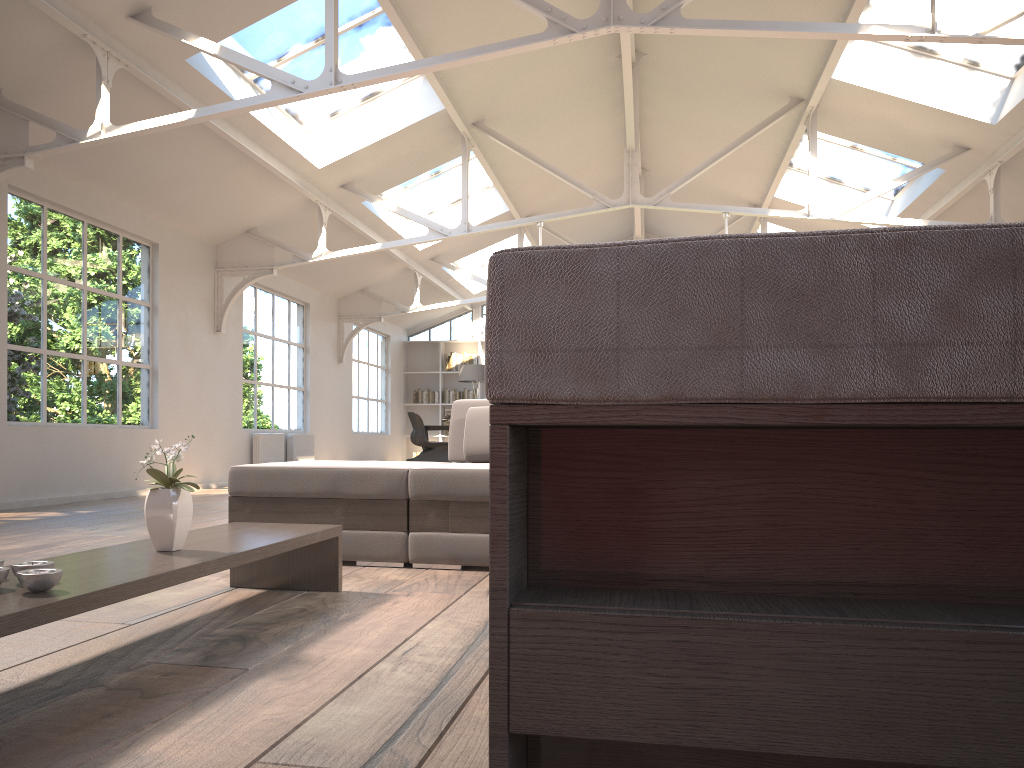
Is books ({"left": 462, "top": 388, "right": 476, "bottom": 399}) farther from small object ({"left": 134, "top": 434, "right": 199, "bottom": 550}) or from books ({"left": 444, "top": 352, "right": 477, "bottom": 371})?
small object ({"left": 134, "top": 434, "right": 199, "bottom": 550})

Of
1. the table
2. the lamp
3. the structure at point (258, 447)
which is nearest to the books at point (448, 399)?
the lamp

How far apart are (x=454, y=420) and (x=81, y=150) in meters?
4.2 m

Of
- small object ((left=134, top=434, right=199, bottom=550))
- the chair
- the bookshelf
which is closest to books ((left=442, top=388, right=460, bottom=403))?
the bookshelf

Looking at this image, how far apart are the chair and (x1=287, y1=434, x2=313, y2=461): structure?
2.1m

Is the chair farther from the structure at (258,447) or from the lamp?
the structure at (258,447)

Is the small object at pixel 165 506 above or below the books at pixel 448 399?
below

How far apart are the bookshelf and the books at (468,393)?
0.2 meters

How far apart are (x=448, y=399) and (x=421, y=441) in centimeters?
300cm

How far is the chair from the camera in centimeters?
1310cm
